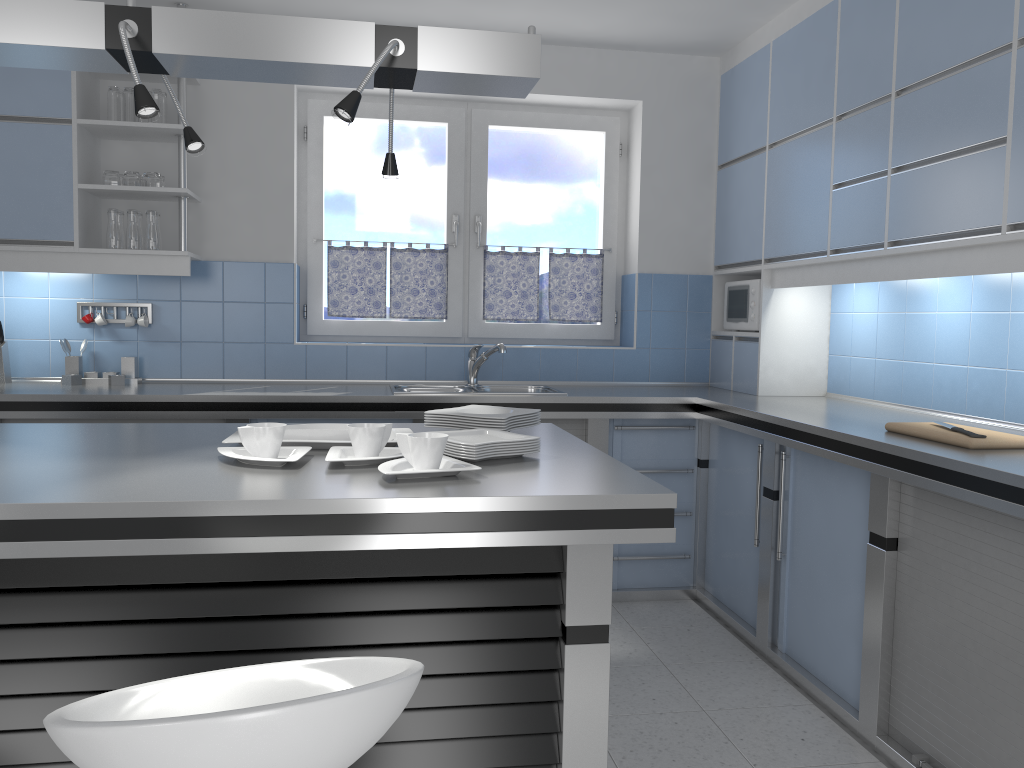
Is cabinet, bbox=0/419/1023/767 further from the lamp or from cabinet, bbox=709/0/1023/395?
the lamp

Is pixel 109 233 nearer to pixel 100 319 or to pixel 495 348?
pixel 100 319

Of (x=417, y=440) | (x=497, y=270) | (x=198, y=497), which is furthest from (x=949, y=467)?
(x=497, y=270)

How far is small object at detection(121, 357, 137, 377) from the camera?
4.2m

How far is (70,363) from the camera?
4.16m

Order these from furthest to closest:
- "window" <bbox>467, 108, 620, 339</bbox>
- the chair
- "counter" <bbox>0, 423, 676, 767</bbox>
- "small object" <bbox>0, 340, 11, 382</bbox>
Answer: "window" <bbox>467, 108, 620, 339</bbox> < "small object" <bbox>0, 340, 11, 382</bbox> < "counter" <bbox>0, 423, 676, 767</bbox> < the chair

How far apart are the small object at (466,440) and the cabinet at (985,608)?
1.2m

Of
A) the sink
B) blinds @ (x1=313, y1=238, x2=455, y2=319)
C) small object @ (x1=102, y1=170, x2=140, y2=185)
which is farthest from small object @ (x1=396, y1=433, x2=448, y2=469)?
blinds @ (x1=313, y1=238, x2=455, y2=319)

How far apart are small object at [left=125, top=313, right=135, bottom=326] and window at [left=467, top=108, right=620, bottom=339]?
1.70m

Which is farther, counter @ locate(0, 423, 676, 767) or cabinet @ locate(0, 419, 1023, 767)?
cabinet @ locate(0, 419, 1023, 767)
